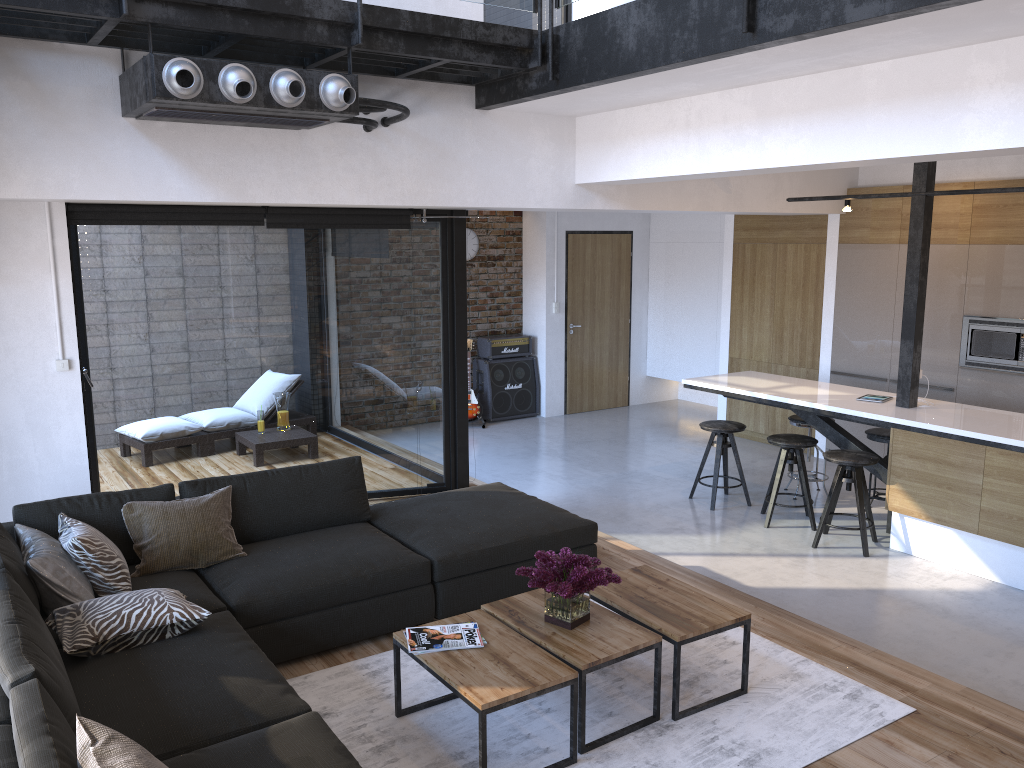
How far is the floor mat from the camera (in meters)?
3.20

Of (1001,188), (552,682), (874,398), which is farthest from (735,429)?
(552,682)

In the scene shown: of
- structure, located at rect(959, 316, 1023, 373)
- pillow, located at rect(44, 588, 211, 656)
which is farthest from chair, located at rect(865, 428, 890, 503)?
pillow, located at rect(44, 588, 211, 656)

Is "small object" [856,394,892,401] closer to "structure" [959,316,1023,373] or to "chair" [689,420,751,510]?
"chair" [689,420,751,510]

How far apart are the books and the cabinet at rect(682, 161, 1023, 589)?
3.5m

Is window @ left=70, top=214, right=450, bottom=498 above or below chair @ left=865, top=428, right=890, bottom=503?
above

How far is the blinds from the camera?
4.97m

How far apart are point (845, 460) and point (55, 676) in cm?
473

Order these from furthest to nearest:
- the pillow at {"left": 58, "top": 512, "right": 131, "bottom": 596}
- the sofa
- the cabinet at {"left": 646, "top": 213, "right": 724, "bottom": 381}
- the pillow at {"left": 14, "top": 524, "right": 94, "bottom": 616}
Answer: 1. the cabinet at {"left": 646, "top": 213, "right": 724, "bottom": 381}
2. the pillow at {"left": 58, "top": 512, "right": 131, "bottom": 596}
3. the pillow at {"left": 14, "top": 524, "right": 94, "bottom": 616}
4. the sofa

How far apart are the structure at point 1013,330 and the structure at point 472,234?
5.06m
